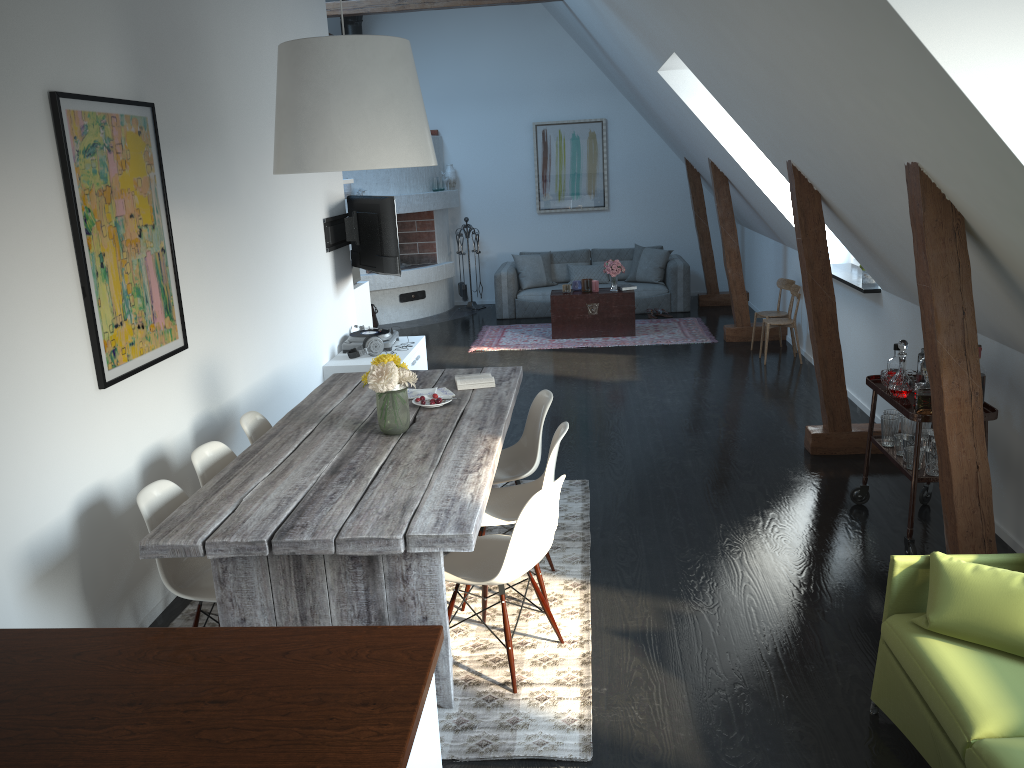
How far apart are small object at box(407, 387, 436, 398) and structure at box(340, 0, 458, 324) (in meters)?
6.63

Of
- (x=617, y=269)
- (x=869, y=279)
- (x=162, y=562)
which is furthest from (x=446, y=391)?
(x=617, y=269)

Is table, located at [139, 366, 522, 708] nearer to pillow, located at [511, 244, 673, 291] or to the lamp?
the lamp

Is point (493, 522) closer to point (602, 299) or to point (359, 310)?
point (359, 310)

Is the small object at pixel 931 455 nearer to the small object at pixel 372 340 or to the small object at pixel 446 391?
the small object at pixel 446 391

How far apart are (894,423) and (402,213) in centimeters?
769cm

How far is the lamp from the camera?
3.44m

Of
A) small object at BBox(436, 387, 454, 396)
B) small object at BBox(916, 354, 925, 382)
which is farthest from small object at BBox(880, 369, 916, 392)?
small object at BBox(436, 387, 454, 396)

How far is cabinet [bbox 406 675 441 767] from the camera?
1.85m

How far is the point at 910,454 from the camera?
4.26m
